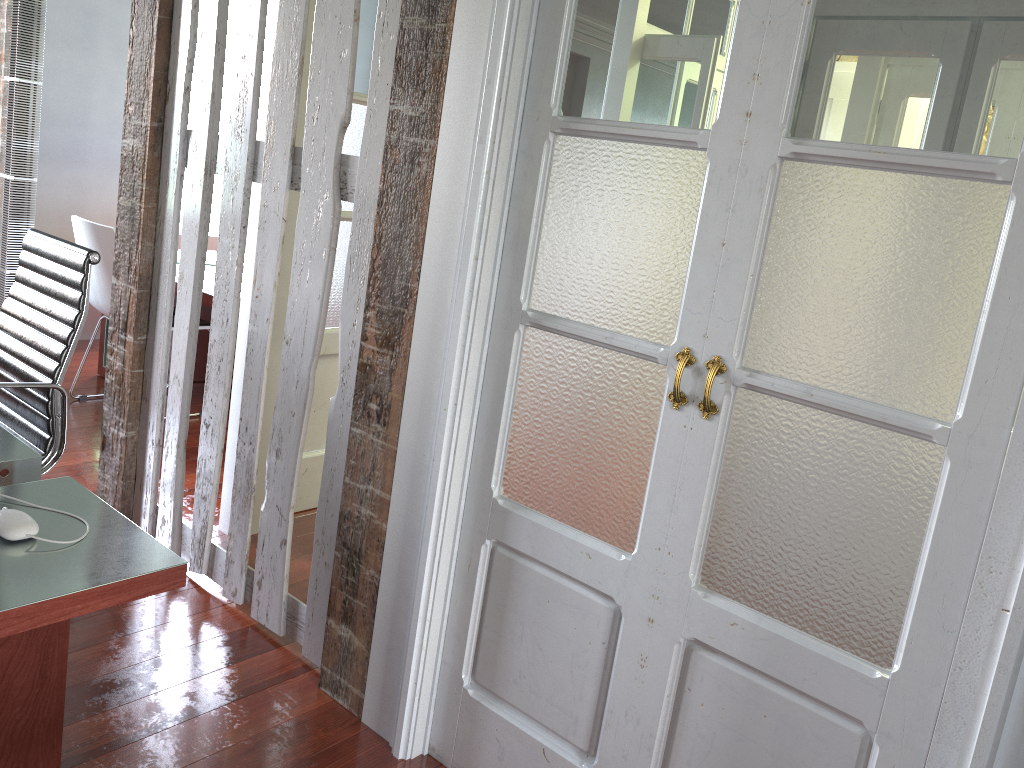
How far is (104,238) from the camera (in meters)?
3.94

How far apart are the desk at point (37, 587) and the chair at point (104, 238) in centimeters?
230cm

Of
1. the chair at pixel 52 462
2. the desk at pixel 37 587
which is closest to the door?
the chair at pixel 52 462

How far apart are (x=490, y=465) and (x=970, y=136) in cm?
114

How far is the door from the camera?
3.2m

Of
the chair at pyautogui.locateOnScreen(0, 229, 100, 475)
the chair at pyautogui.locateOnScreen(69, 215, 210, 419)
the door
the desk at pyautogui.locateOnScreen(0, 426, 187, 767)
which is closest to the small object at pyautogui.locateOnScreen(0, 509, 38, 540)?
the desk at pyautogui.locateOnScreen(0, 426, 187, 767)

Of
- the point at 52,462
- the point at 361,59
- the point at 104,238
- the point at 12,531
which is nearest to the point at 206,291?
the point at 104,238

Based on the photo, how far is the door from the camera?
3.2m

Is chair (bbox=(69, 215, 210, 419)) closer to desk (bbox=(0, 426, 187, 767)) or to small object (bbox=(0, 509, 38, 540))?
desk (bbox=(0, 426, 187, 767))

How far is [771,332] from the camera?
1.6 meters
